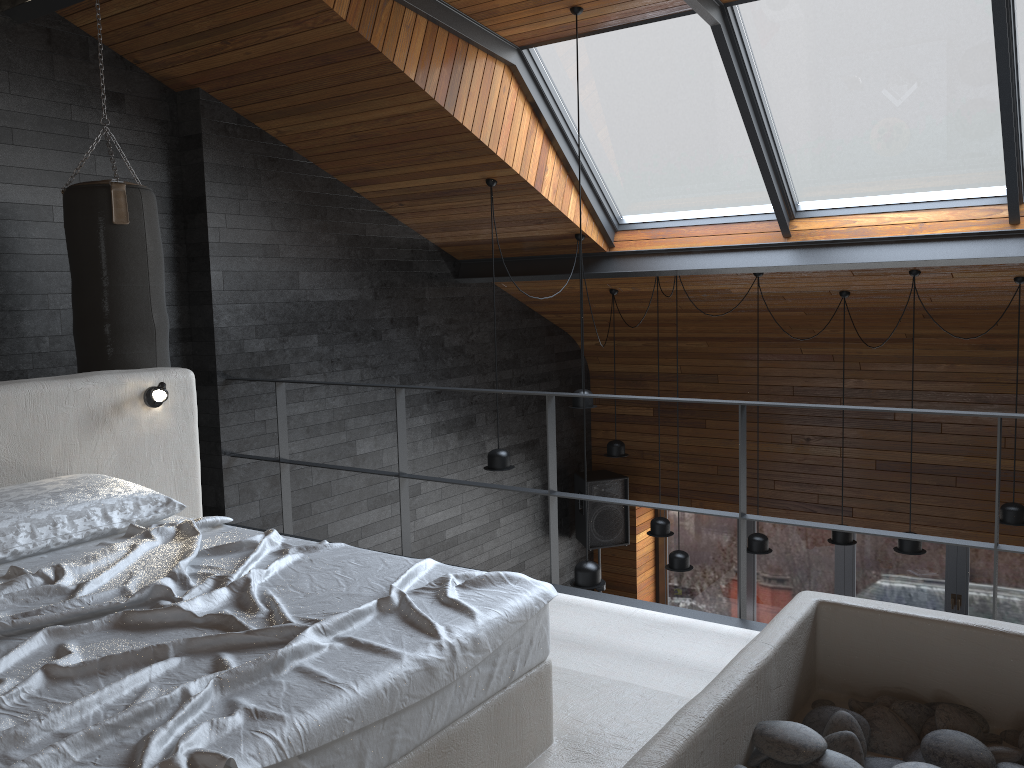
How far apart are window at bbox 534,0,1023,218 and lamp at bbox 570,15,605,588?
2.65m

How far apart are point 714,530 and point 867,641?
7.1m

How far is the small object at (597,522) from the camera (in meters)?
8.64

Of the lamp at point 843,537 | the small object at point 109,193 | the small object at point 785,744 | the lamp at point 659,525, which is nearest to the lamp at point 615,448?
the lamp at point 659,525

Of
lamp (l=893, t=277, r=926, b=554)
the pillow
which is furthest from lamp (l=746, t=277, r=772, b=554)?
the pillow

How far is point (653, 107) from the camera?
5.59m

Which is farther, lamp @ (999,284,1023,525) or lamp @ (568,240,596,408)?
lamp @ (568,240,596,408)

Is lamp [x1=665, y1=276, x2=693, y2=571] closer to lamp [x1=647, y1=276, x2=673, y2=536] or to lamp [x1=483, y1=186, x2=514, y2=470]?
lamp [x1=647, y1=276, x2=673, y2=536]

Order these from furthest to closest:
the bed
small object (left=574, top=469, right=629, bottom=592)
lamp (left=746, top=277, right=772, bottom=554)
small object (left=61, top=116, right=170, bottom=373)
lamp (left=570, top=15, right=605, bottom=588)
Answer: small object (left=574, top=469, right=629, bottom=592) → lamp (left=746, top=277, right=772, bottom=554) → lamp (left=570, top=15, right=605, bottom=588) → small object (left=61, top=116, right=170, bottom=373) → the bed

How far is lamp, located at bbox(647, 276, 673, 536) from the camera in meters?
6.8 m
